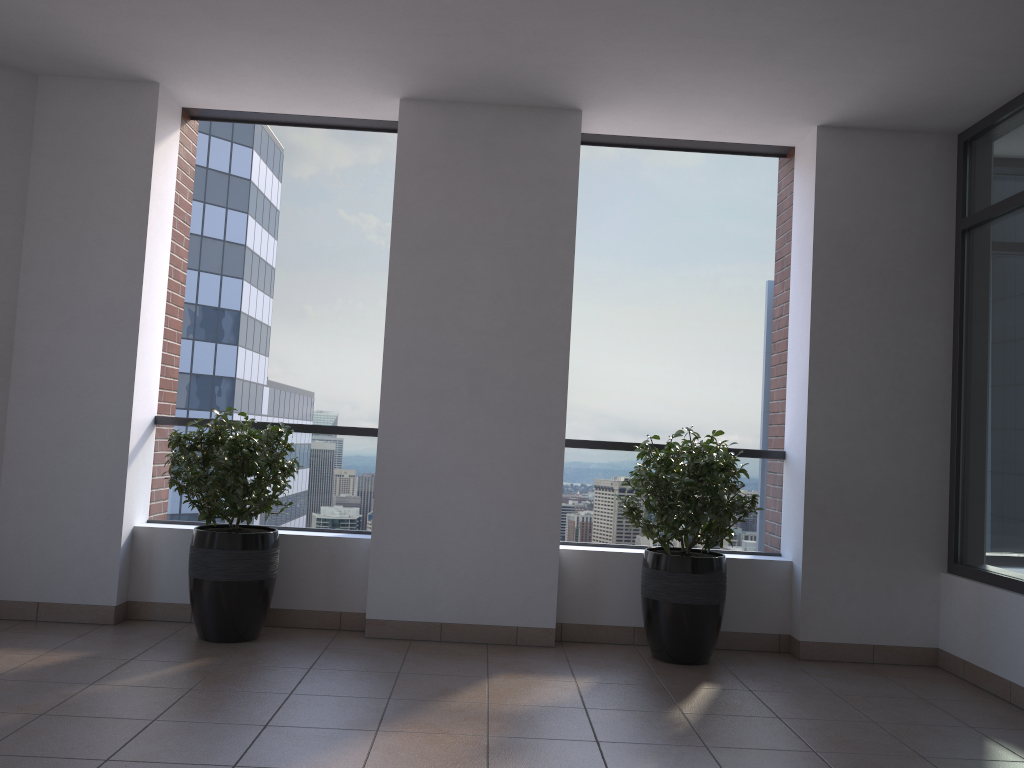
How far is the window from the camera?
4.29m

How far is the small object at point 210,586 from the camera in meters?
4.3

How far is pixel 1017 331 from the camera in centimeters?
429cm

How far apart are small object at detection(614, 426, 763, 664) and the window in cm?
118

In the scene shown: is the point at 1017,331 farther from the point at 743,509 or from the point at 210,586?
the point at 210,586

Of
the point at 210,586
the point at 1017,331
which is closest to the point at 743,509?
the point at 1017,331

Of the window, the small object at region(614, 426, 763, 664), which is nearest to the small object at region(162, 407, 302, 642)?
the small object at region(614, 426, 763, 664)

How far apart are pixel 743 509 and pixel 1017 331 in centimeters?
157cm

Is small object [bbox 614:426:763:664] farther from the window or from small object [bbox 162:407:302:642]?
small object [bbox 162:407:302:642]

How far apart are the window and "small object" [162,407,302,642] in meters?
3.5
